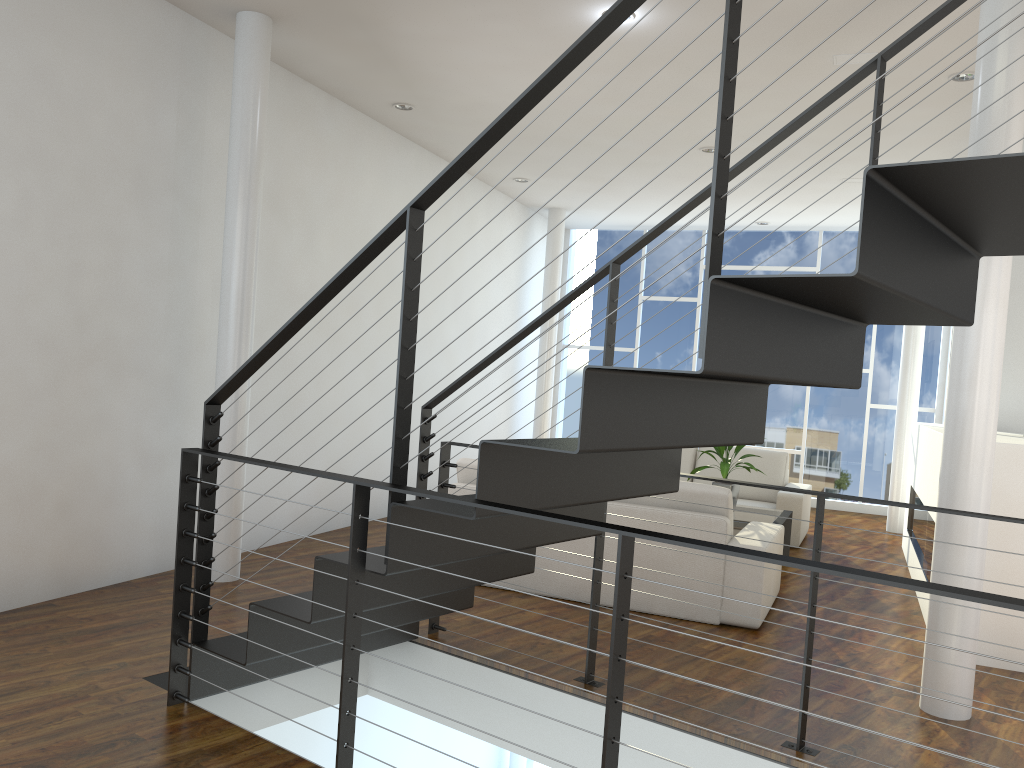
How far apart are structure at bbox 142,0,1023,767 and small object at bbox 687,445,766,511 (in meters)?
2.11

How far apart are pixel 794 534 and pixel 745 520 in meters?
1.0 m

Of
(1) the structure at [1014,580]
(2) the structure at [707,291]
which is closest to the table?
(1) the structure at [1014,580]

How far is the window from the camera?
7.5m

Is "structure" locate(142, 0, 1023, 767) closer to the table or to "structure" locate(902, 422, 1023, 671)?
"structure" locate(902, 422, 1023, 671)

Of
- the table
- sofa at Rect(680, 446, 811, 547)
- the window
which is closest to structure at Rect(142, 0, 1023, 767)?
the table

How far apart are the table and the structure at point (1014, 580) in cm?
67

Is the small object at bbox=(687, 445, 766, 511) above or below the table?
above

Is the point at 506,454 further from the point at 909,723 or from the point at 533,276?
the point at 909,723

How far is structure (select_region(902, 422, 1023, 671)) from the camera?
3.29m
